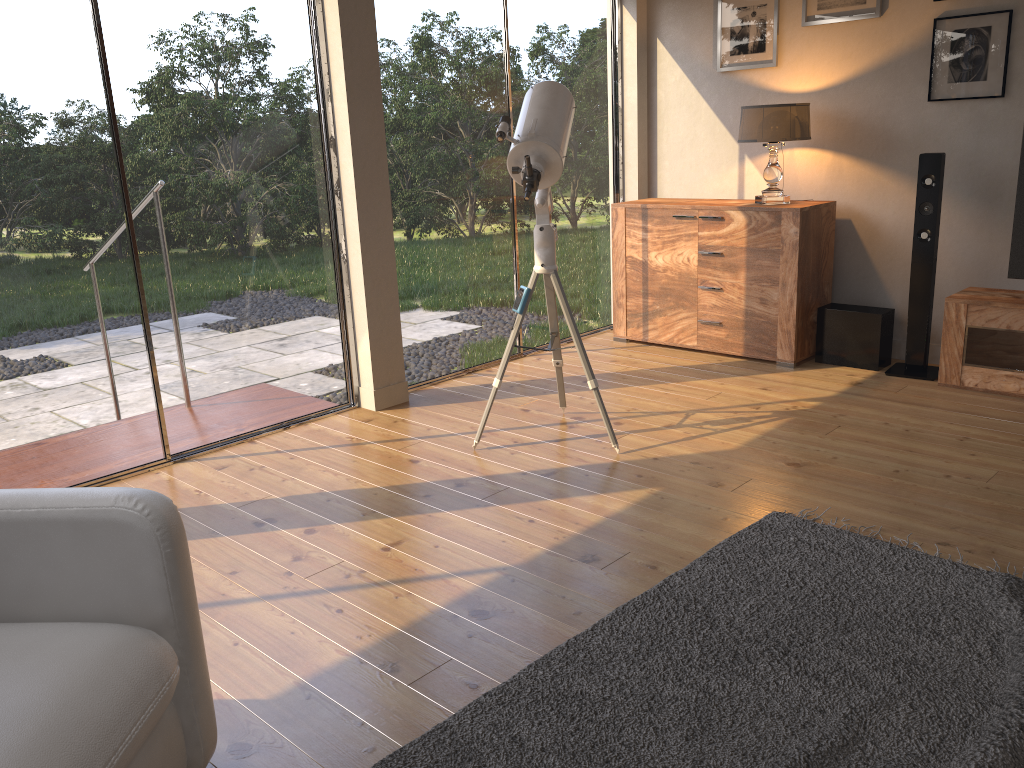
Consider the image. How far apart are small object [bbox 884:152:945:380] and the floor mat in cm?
192

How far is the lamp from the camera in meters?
4.5 m

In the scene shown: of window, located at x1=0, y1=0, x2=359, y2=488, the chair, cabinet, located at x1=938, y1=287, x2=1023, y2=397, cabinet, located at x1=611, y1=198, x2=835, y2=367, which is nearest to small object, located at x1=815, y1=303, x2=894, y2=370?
cabinet, located at x1=611, y1=198, x2=835, y2=367

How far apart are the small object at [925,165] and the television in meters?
0.3

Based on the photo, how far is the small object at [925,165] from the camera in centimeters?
423cm

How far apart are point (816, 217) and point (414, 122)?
2.14m

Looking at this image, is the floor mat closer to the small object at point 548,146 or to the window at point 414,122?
the small object at point 548,146

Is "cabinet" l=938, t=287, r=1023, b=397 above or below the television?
below

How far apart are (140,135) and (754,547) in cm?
275

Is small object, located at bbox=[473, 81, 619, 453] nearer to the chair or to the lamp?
the lamp
